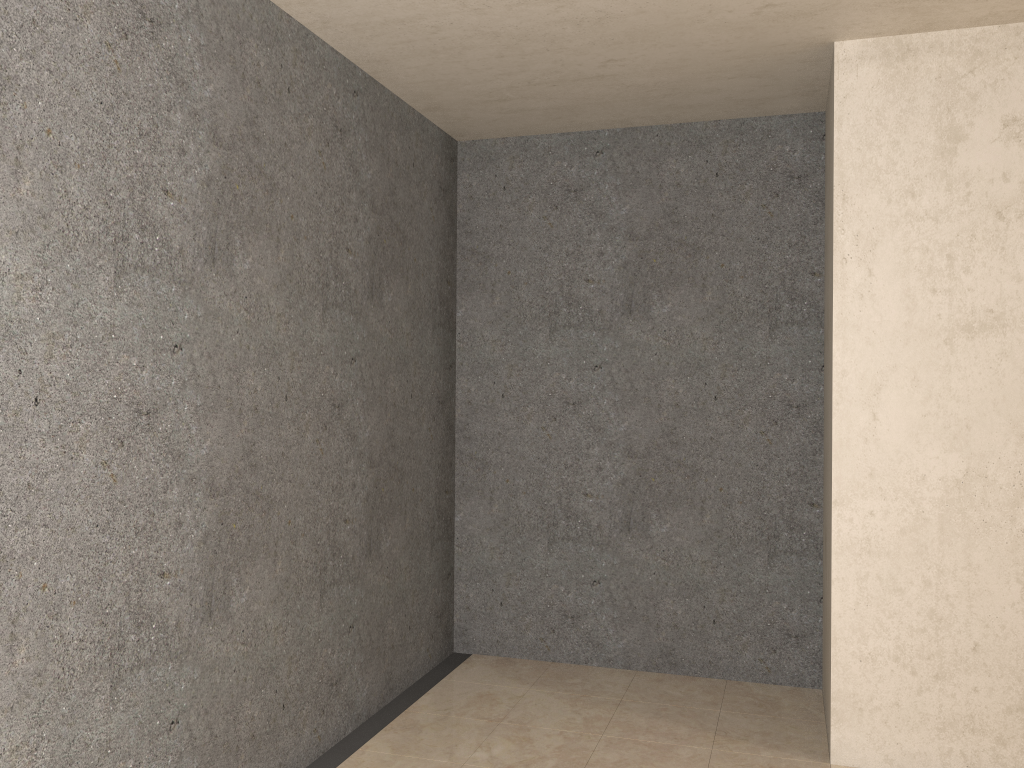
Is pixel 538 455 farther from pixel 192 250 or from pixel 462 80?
pixel 192 250

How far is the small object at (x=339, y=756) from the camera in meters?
3.1 m

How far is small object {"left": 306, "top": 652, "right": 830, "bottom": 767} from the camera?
3.10m

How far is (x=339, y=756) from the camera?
3.1m
